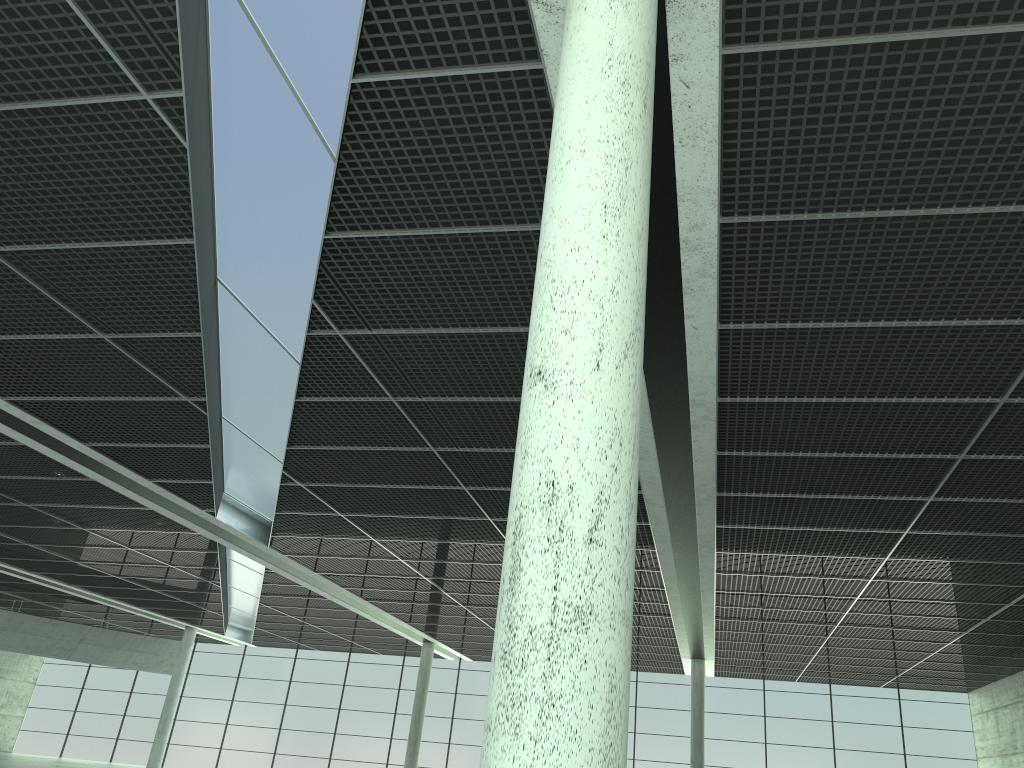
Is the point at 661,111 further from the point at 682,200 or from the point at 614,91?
the point at 614,91

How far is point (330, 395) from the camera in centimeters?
3262cm

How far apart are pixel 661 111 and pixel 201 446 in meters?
25.5

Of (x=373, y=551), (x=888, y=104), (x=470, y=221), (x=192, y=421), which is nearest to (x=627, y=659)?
(x=888, y=104)
